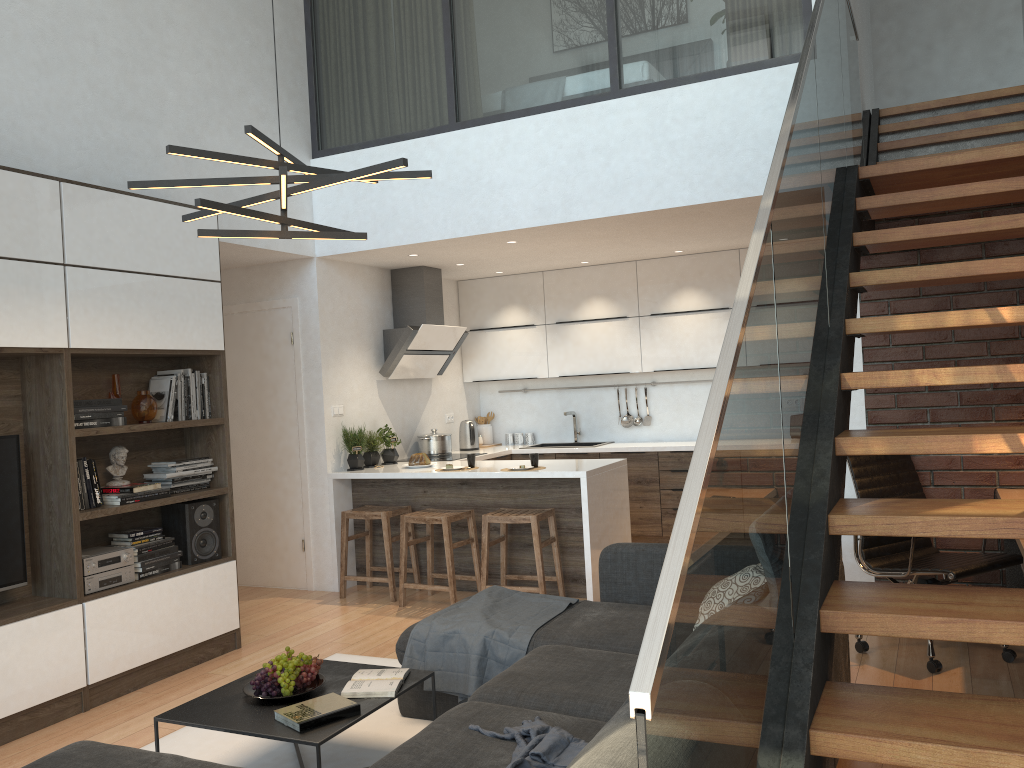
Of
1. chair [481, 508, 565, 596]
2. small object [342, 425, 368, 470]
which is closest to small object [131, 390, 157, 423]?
small object [342, 425, 368, 470]

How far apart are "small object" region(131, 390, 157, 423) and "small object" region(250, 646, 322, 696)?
1.90m

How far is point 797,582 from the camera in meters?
2.0

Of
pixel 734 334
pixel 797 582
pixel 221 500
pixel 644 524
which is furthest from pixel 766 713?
pixel 644 524

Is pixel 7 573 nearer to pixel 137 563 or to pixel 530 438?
pixel 137 563

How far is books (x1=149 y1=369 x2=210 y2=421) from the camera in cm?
479

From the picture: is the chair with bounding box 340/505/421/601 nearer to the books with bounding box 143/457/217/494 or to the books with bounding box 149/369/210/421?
the books with bounding box 143/457/217/494

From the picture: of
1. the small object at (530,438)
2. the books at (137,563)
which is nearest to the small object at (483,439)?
the small object at (530,438)

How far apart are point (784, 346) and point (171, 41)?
4.6 meters

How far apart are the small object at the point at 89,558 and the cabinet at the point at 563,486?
2.0m
